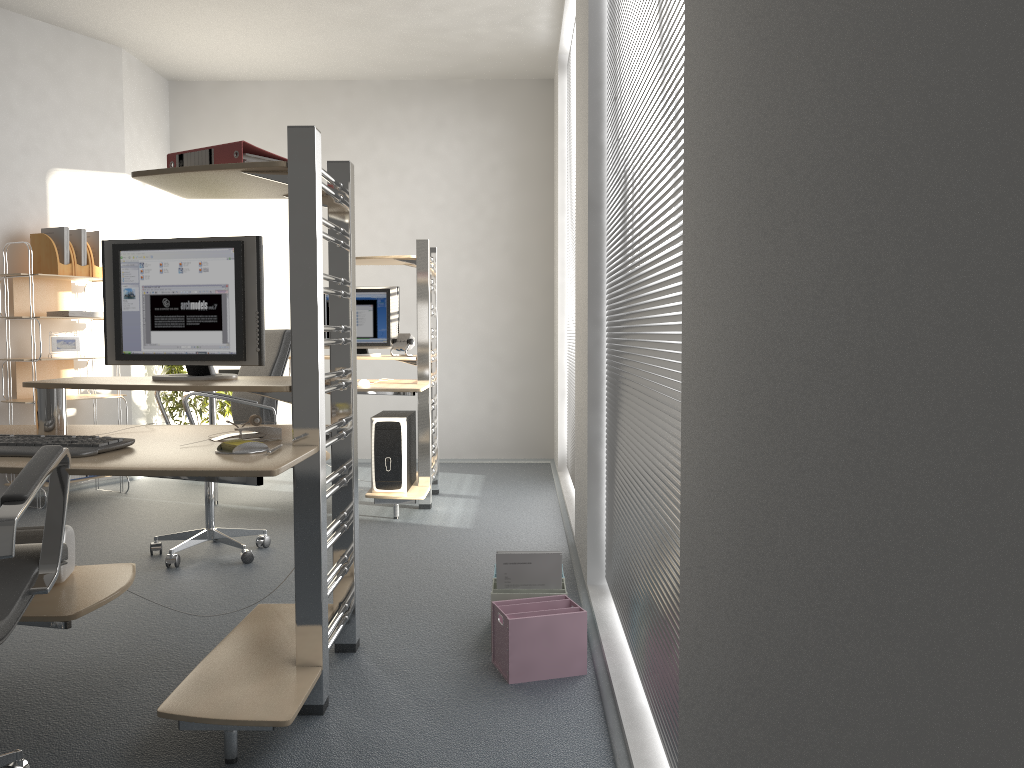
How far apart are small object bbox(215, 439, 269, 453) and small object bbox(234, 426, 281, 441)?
0.17m

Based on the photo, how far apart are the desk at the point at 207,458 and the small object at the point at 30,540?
0.0 meters

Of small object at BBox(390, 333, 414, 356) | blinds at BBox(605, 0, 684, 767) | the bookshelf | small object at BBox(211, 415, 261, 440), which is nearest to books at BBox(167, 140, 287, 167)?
small object at BBox(211, 415, 261, 440)

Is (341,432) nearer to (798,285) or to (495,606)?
(495,606)

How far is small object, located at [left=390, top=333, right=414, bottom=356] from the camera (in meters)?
5.18

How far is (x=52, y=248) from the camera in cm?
532

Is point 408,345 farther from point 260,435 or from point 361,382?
point 260,435

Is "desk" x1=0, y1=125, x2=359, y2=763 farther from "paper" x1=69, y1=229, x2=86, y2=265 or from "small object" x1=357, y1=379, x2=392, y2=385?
"paper" x1=69, y1=229, x2=86, y2=265

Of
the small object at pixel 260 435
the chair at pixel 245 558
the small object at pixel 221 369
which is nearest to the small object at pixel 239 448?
the small object at pixel 260 435

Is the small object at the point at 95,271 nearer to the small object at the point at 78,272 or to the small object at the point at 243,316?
the small object at the point at 78,272
